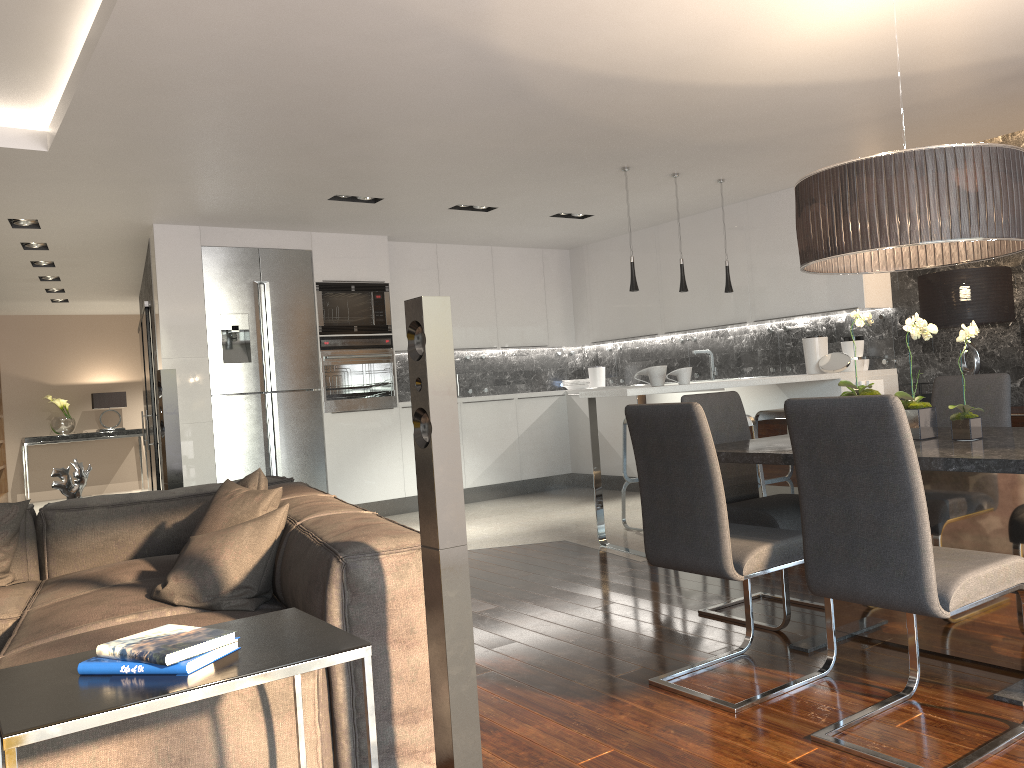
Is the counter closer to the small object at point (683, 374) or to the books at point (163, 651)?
the small object at point (683, 374)

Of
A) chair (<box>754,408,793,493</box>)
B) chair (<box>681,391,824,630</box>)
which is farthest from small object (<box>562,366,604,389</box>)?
chair (<box>681,391,824,630</box>)

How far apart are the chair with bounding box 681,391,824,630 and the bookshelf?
10.6 meters

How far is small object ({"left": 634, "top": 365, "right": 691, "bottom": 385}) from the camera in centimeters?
552cm

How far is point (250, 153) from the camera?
5.2m

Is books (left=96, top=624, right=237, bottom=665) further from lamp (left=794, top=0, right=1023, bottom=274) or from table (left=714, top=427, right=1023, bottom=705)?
lamp (left=794, top=0, right=1023, bottom=274)

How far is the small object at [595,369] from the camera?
9.2 meters

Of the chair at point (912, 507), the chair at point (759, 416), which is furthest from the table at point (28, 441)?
the chair at point (912, 507)

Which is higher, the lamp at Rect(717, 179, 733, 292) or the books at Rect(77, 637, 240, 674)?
the lamp at Rect(717, 179, 733, 292)

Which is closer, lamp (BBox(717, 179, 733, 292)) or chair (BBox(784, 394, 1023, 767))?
chair (BBox(784, 394, 1023, 767))
